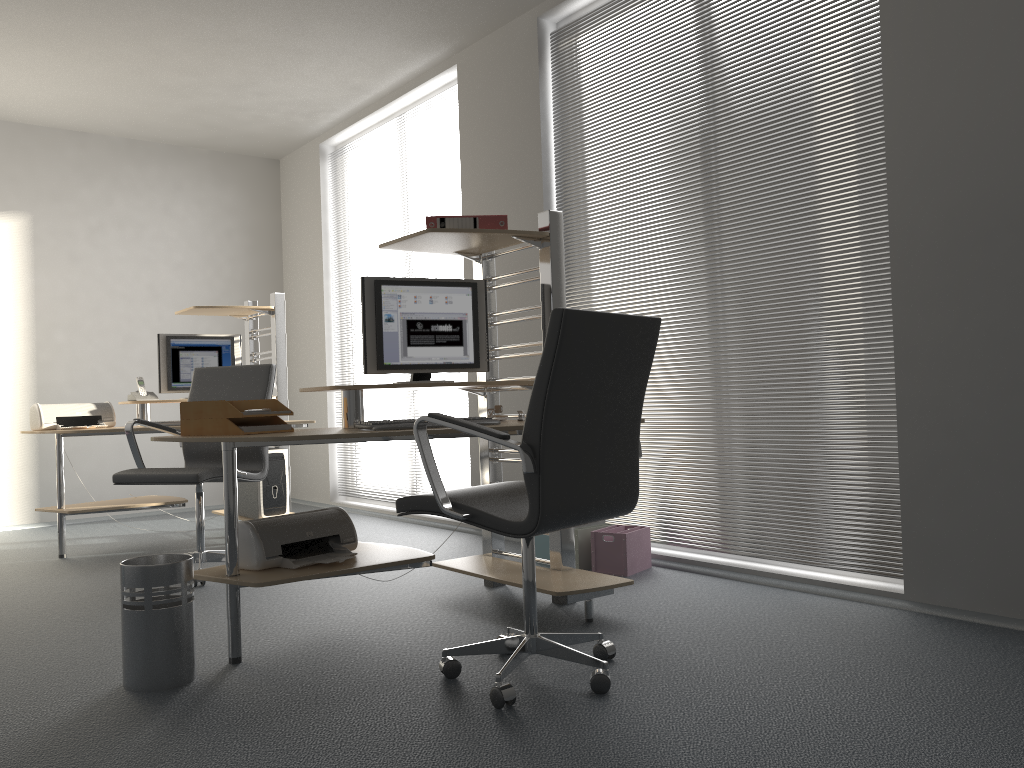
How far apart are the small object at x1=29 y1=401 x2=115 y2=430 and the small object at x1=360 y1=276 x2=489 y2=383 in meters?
2.7

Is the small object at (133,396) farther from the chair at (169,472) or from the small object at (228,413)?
the small object at (228,413)

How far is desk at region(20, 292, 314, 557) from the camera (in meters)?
5.07

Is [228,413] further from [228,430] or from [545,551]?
[545,551]

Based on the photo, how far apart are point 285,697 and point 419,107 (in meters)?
4.48

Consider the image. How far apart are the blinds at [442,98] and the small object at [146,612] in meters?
3.7 m

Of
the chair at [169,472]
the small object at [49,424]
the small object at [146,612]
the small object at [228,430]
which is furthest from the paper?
the small object at [49,424]

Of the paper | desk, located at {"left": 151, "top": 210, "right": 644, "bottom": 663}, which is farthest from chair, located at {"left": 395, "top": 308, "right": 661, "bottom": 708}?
the paper

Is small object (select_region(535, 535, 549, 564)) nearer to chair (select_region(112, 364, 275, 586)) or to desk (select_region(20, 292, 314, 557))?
chair (select_region(112, 364, 275, 586))

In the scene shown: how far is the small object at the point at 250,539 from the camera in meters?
2.9
